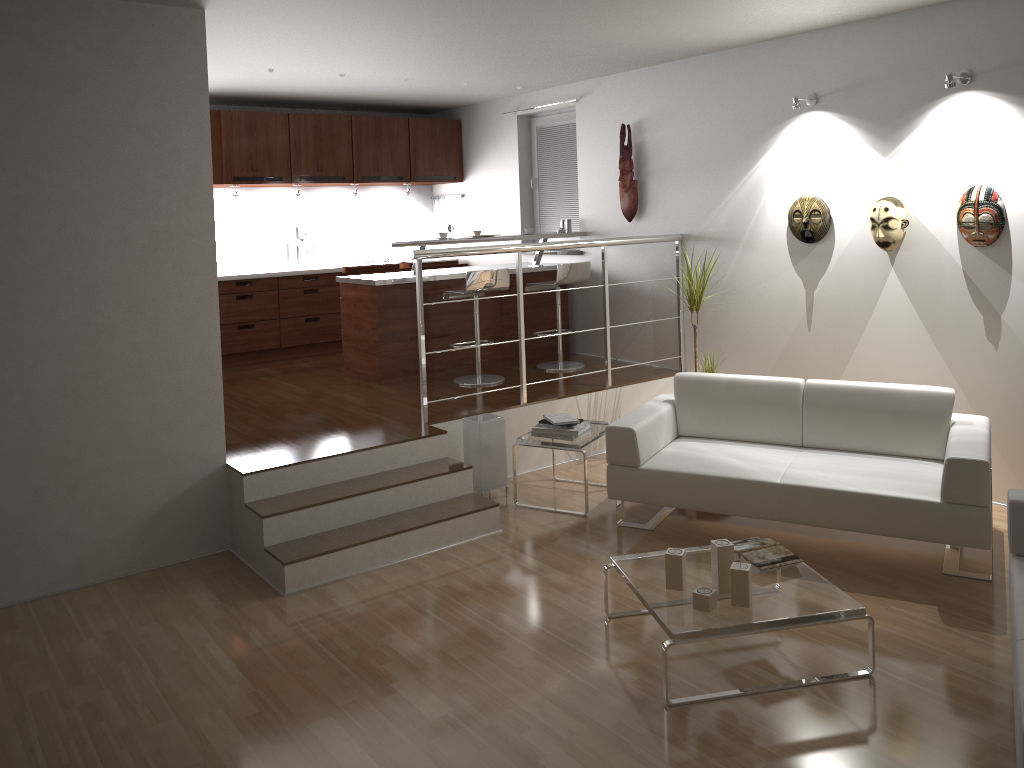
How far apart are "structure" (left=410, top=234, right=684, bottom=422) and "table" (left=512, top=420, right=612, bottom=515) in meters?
0.6

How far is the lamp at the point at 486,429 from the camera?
5.3m

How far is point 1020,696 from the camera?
2.4m

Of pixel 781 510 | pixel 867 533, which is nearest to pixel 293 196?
pixel 781 510

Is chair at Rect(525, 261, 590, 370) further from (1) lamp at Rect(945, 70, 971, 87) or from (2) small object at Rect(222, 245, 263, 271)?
(1) lamp at Rect(945, 70, 971, 87)

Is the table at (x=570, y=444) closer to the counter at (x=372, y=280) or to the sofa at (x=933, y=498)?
the sofa at (x=933, y=498)

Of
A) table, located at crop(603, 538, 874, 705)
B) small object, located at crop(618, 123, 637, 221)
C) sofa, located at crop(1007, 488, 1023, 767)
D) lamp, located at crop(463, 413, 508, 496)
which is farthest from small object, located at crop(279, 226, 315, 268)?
sofa, located at crop(1007, 488, 1023, 767)

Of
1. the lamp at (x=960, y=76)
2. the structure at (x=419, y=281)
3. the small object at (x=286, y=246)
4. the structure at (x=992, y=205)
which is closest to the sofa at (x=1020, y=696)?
the structure at (x=992, y=205)

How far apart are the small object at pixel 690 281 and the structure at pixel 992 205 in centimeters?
157cm

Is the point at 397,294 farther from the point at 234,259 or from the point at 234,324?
the point at 234,259
